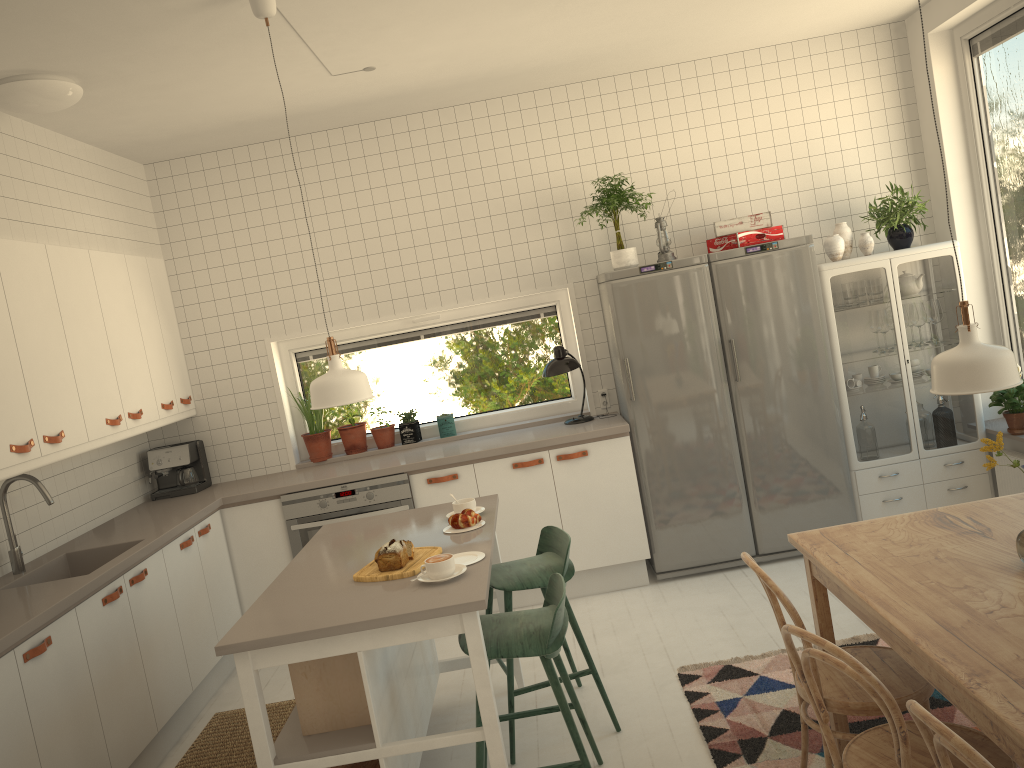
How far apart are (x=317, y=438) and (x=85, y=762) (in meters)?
2.44

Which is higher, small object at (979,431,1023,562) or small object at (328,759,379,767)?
small object at (979,431,1023,562)

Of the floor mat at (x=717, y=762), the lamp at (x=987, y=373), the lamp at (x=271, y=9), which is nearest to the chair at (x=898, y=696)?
the floor mat at (x=717, y=762)

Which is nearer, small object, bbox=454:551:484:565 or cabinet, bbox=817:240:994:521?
small object, bbox=454:551:484:565

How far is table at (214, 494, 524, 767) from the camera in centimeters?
258cm

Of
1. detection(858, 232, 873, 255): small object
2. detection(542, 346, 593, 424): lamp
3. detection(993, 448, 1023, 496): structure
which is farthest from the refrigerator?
detection(993, 448, 1023, 496): structure

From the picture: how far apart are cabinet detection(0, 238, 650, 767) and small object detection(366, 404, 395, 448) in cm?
60

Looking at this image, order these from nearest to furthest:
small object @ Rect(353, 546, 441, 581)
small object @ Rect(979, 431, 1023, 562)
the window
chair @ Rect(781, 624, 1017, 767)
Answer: chair @ Rect(781, 624, 1017, 767), small object @ Rect(979, 431, 1023, 562), small object @ Rect(353, 546, 441, 581), the window

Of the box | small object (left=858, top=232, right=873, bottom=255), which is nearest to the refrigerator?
small object (left=858, top=232, right=873, bottom=255)

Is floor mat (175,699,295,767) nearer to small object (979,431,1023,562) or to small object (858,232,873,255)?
small object (979,431,1023,562)
